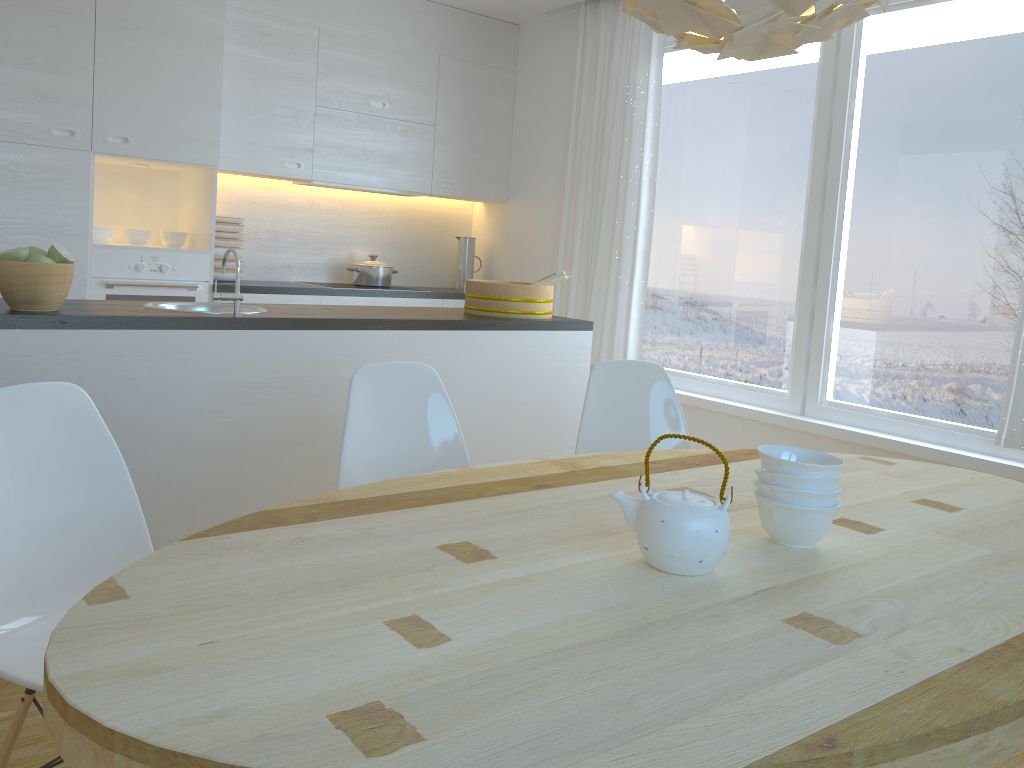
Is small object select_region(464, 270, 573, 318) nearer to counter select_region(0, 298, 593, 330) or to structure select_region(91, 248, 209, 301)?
counter select_region(0, 298, 593, 330)

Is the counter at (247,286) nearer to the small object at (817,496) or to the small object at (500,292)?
the small object at (500,292)

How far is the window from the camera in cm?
353

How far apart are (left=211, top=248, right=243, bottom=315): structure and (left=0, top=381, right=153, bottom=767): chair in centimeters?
104cm

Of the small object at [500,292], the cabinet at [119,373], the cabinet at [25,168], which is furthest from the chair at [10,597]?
the cabinet at [25,168]

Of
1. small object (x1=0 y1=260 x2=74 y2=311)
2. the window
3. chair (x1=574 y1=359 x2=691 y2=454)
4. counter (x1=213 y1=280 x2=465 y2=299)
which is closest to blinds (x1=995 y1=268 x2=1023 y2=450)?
the window

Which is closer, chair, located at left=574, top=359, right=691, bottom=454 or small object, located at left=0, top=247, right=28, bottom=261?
small object, located at left=0, top=247, right=28, bottom=261

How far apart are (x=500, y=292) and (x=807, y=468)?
2.2m

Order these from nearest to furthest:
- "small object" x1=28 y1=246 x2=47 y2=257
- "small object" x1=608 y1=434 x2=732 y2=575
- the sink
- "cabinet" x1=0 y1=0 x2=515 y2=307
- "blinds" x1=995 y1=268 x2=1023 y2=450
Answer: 1. "small object" x1=608 y1=434 x2=732 y2=575
2. "small object" x1=28 y1=246 x2=47 y2=257
3. the sink
4. "blinds" x1=995 y1=268 x2=1023 y2=450
5. "cabinet" x1=0 y1=0 x2=515 y2=307

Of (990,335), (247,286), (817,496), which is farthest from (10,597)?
(990,335)
